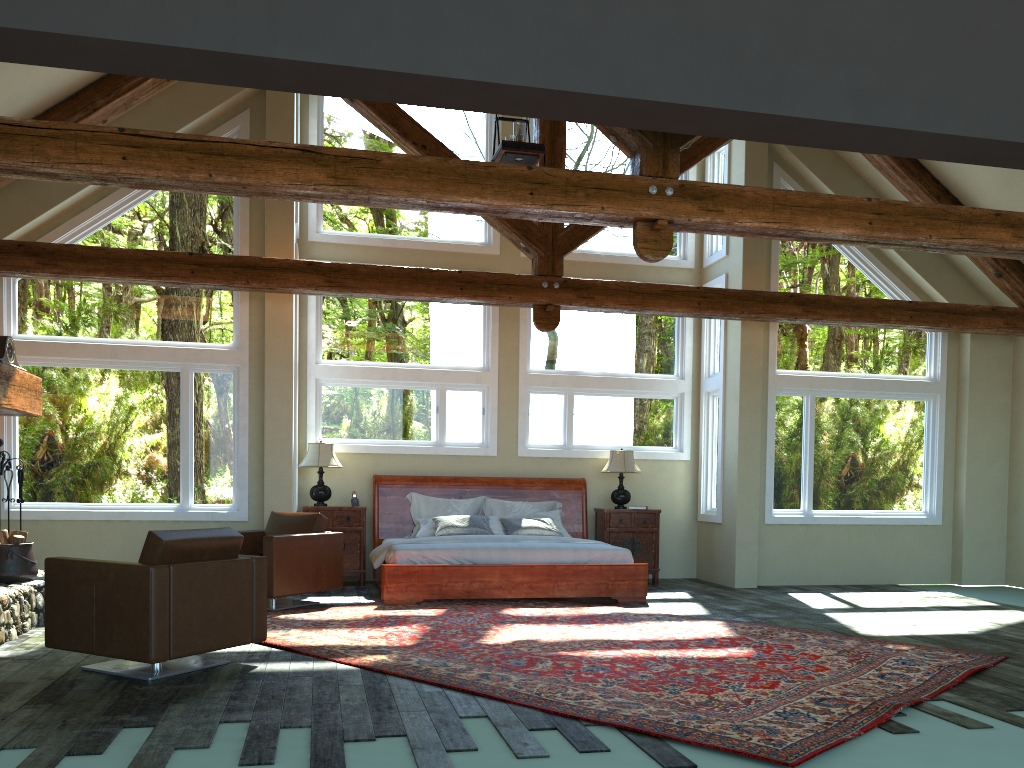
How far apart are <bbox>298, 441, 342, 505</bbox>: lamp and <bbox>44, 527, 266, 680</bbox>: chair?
4.40m

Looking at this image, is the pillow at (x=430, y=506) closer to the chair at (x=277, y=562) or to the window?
the window

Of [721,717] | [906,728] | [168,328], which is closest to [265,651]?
[721,717]

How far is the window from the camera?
9.2 meters

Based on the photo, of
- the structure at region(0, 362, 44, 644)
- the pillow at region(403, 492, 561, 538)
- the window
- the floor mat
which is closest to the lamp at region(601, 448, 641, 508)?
the window

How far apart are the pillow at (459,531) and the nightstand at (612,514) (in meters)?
0.85

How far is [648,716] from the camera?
4.44m

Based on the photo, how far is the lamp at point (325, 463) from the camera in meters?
10.1 m

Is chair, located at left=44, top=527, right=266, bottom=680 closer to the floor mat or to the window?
the floor mat

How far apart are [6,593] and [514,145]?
5.2m
